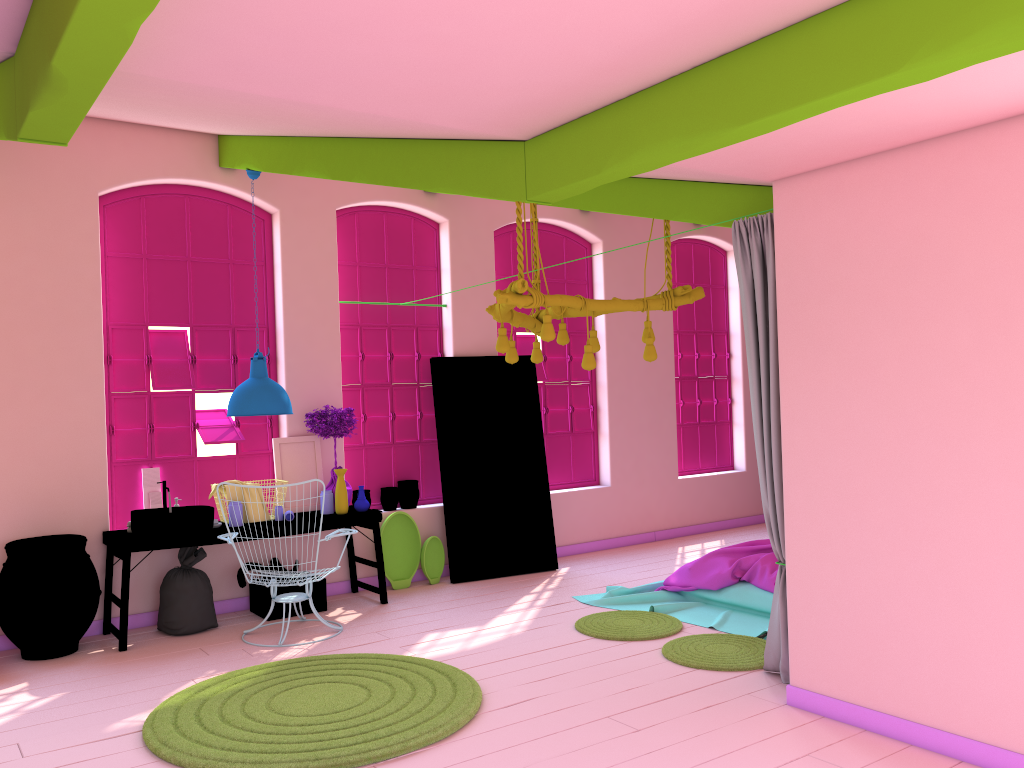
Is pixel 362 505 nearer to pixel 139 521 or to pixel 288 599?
pixel 288 599

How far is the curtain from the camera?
5.0 meters

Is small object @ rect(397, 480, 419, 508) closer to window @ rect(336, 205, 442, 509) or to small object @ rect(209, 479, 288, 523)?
window @ rect(336, 205, 442, 509)

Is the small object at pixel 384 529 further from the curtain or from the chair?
the curtain

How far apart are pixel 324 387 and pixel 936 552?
5.5 meters

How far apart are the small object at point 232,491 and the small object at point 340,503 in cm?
63

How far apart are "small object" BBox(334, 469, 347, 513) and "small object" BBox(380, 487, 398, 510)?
0.97m

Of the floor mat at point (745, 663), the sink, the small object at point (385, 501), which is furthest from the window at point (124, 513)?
the floor mat at point (745, 663)

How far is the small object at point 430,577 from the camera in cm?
855

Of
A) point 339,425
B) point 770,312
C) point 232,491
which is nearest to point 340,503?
point 339,425
